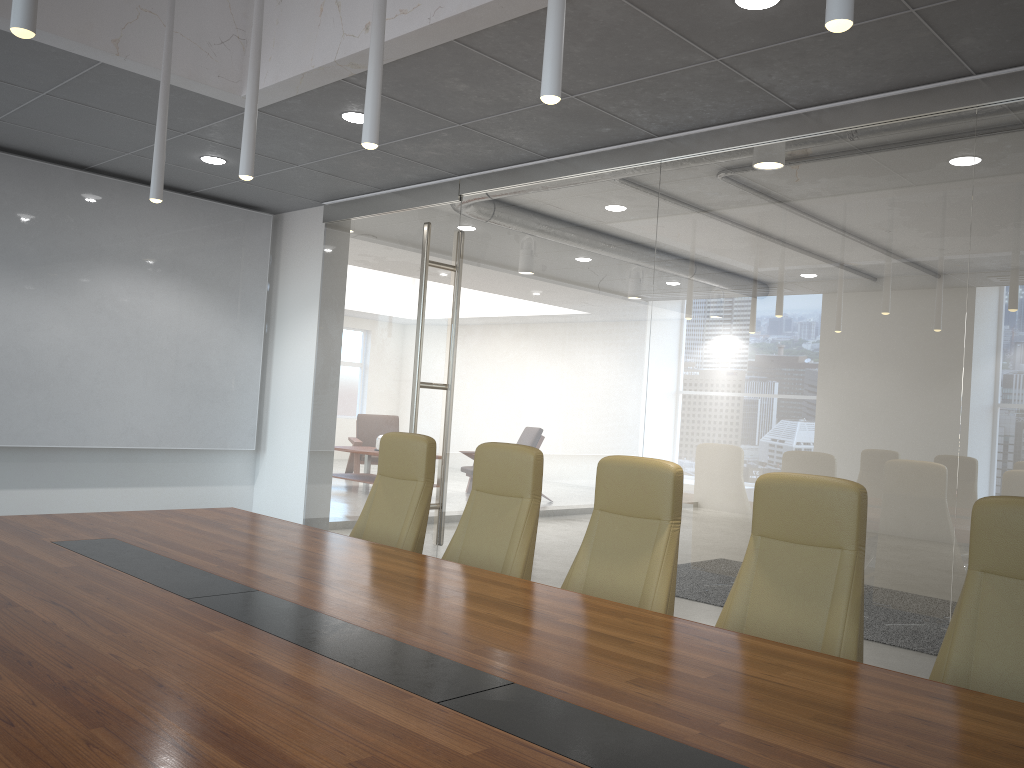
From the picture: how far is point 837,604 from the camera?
3.2m

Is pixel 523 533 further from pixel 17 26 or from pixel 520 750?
pixel 17 26

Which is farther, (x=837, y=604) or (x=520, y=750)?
(x=837, y=604)

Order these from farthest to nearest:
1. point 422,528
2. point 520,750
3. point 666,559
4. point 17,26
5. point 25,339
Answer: point 25,339 < point 422,528 < point 666,559 < point 17,26 < point 520,750

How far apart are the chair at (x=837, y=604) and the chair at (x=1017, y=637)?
0.26m

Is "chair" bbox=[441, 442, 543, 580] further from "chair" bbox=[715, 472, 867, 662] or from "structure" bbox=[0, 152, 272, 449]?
"structure" bbox=[0, 152, 272, 449]

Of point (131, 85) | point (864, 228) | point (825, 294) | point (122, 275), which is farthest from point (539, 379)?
point (122, 275)

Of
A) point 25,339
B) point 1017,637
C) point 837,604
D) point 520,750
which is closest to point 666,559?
point 837,604

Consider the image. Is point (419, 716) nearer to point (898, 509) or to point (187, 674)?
point (187, 674)

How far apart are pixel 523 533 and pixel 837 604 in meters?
1.6 m
